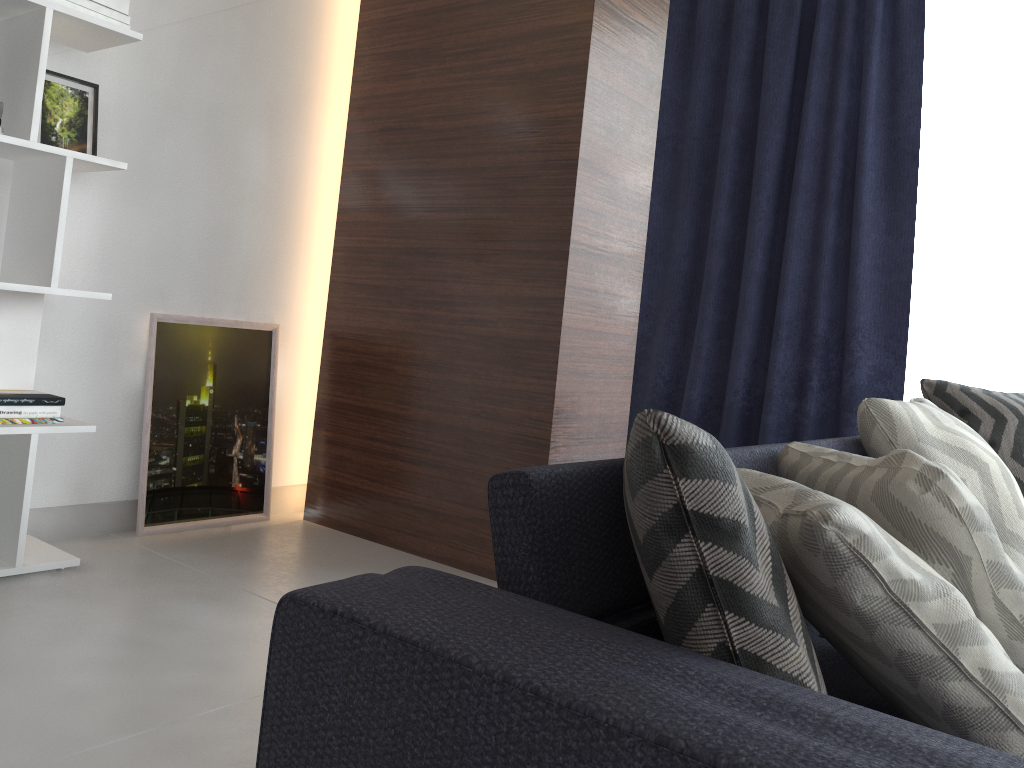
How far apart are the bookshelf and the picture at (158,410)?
0.3m

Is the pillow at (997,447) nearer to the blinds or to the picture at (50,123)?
the blinds

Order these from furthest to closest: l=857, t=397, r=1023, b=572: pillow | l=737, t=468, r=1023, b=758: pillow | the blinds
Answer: the blinds < l=857, t=397, r=1023, b=572: pillow < l=737, t=468, r=1023, b=758: pillow

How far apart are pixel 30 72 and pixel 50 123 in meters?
0.3 m

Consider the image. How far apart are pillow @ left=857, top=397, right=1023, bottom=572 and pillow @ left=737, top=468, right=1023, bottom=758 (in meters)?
0.70

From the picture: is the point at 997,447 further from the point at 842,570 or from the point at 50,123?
the point at 50,123

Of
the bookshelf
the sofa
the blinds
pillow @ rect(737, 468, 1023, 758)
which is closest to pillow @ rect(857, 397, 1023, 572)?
the sofa

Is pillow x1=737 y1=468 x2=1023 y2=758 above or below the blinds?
below

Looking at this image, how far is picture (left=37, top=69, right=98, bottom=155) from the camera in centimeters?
247cm

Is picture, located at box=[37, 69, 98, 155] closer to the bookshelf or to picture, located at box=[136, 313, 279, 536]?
the bookshelf
